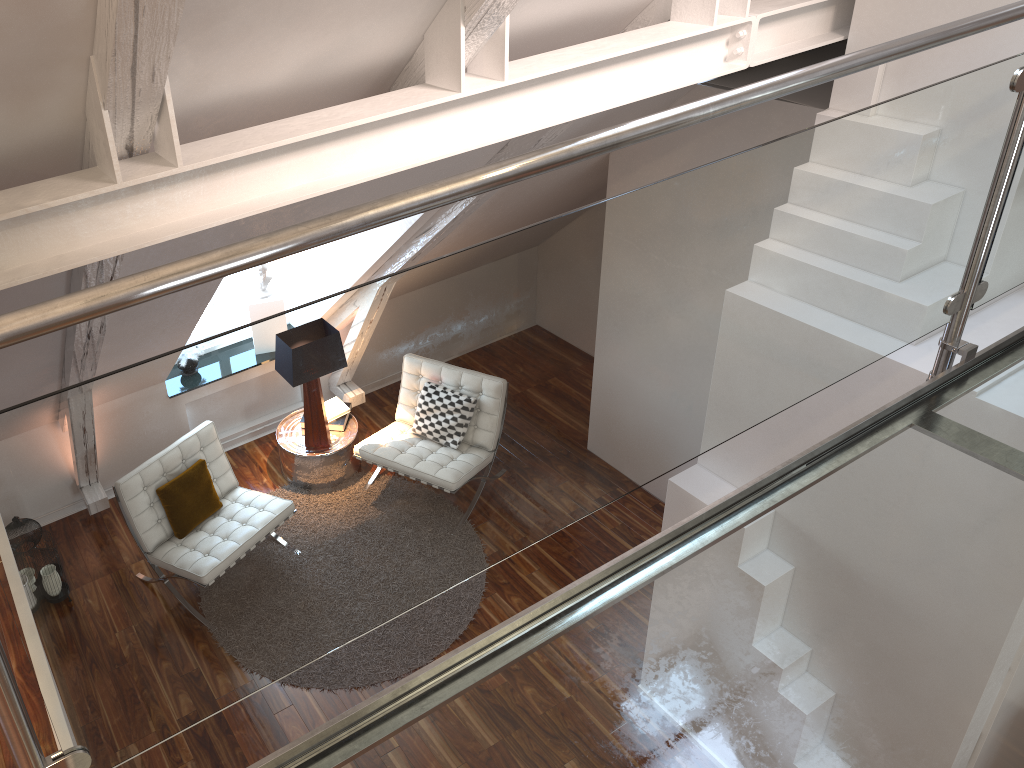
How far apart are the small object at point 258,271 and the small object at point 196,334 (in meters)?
0.42

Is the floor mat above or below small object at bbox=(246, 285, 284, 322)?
below

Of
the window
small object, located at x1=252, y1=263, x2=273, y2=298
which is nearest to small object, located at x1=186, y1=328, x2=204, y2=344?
the window

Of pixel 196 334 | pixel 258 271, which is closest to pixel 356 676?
pixel 196 334

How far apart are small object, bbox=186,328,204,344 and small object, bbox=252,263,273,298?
0.4 meters

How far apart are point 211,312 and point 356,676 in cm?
245

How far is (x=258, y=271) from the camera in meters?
5.1

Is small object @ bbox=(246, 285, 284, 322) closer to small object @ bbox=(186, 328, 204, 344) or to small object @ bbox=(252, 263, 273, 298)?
small object @ bbox=(252, 263, 273, 298)

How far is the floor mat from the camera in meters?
4.0

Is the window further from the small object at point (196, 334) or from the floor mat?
the floor mat
